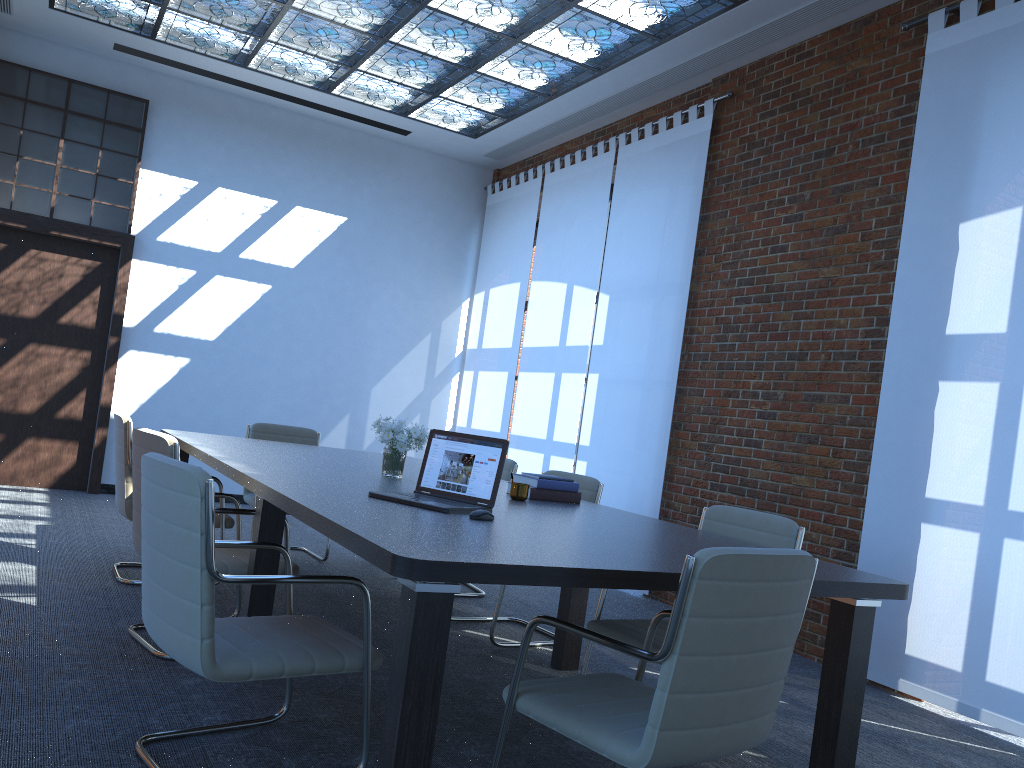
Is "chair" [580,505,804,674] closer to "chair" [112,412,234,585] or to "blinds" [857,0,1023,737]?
"blinds" [857,0,1023,737]

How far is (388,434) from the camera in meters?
4.3 m

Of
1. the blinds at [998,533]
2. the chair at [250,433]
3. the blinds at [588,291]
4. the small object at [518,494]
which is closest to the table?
the small object at [518,494]

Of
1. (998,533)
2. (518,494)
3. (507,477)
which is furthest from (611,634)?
(507,477)

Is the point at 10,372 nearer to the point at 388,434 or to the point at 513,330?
the point at 513,330

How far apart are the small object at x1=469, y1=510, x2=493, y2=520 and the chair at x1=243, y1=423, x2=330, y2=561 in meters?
3.5

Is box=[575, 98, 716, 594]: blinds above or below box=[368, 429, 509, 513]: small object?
above

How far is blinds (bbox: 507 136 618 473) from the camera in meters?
7.9 m

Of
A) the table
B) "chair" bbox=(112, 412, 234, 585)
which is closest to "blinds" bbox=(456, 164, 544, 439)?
the table

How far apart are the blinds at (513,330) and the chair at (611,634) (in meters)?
4.97
